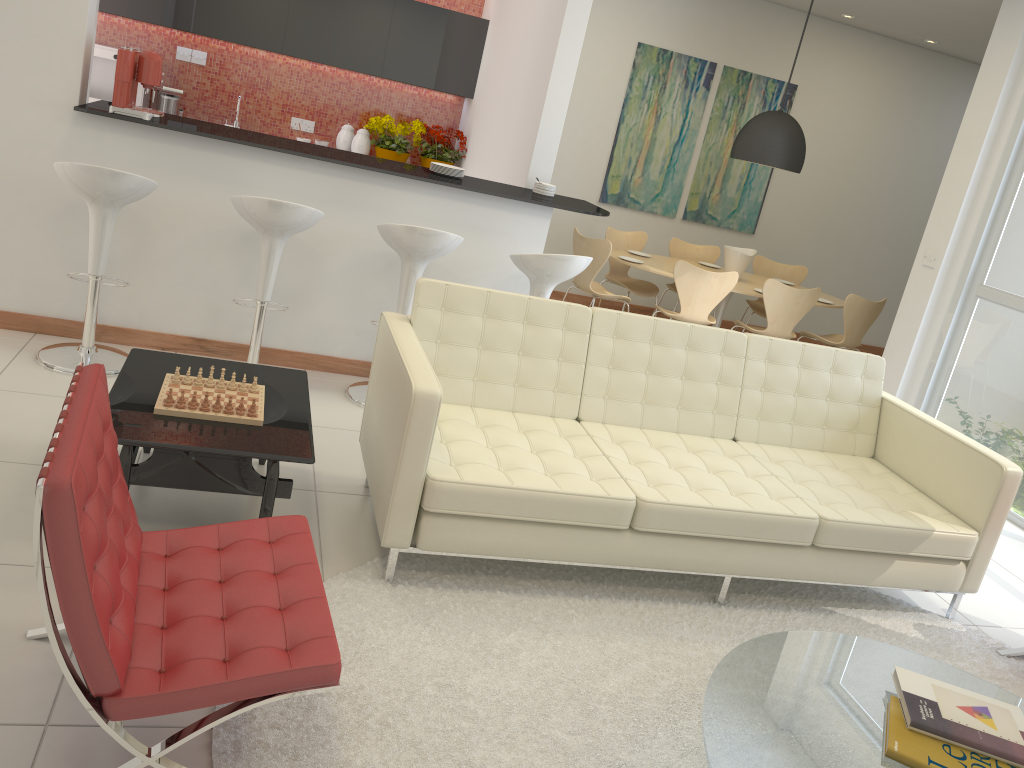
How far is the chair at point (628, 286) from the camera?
7.7m

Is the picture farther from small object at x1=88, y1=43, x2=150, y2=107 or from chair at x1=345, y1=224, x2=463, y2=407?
chair at x1=345, y1=224, x2=463, y2=407

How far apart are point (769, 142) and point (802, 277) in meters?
1.7

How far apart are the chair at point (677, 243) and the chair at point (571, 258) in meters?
3.5

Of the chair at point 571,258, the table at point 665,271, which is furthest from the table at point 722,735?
the table at point 665,271

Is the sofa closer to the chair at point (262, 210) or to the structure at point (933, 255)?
the chair at point (262, 210)

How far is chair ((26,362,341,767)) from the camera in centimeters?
176cm

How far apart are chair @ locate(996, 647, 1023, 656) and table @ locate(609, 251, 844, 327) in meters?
3.8

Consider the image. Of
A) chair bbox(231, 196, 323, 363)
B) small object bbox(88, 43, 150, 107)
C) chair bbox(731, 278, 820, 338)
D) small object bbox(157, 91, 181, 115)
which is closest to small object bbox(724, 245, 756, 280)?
chair bbox(731, 278, 820, 338)

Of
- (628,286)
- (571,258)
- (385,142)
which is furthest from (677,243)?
(571,258)
